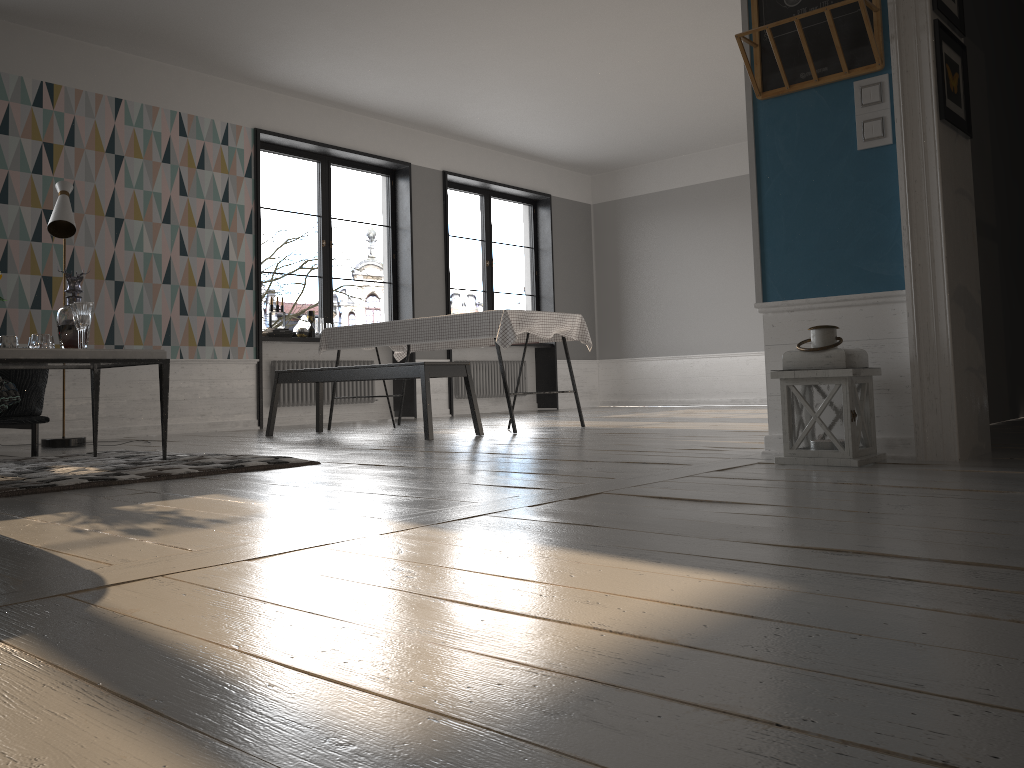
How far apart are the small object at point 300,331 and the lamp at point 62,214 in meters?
2.7 m

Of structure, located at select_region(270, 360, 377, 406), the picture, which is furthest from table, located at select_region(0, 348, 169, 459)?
structure, located at select_region(270, 360, 377, 406)

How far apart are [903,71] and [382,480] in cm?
229

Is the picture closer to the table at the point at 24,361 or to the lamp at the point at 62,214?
the table at the point at 24,361

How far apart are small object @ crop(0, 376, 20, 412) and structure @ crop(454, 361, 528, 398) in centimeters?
552cm

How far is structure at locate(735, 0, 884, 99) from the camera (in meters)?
3.16

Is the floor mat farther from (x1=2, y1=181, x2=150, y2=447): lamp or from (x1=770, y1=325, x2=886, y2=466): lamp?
(x1=770, y1=325, x2=886, y2=466): lamp

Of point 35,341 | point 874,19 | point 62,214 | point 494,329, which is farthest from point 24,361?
point 874,19

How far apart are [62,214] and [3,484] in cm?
296

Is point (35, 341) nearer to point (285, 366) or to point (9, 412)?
point (9, 412)
